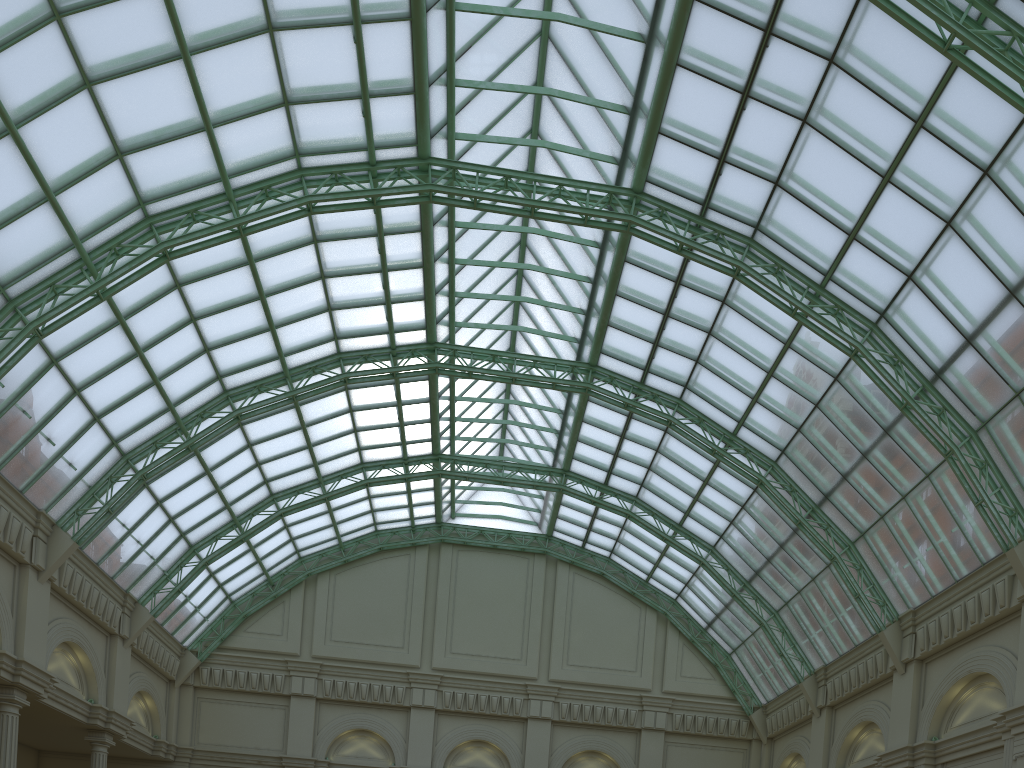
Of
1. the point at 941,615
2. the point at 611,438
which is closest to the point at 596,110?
the point at 611,438

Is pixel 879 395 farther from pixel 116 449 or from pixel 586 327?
pixel 116 449
